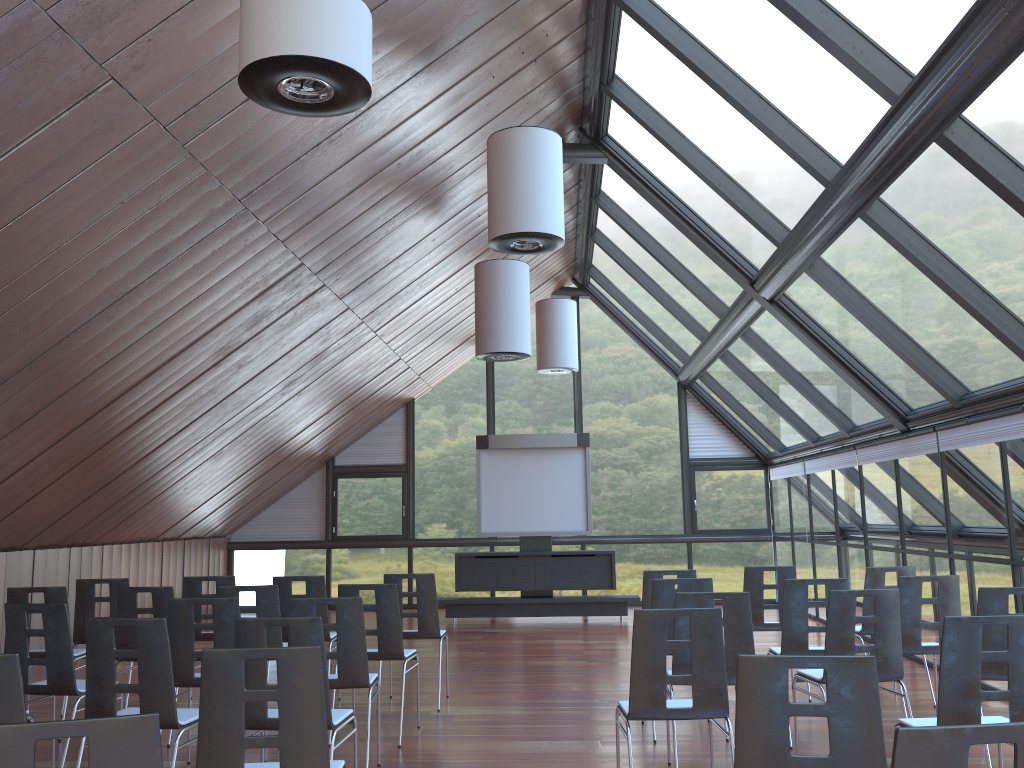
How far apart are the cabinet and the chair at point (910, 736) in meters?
12.3 m

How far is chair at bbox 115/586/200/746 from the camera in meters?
7.0

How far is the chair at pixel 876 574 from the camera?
7.75m

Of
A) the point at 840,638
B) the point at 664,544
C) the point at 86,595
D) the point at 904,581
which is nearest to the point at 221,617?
the point at 86,595

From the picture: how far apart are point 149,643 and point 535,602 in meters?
10.0

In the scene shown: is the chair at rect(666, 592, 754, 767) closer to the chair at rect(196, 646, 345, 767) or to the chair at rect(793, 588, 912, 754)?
the chair at rect(793, 588, 912, 754)

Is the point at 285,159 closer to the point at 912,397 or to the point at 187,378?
the point at 187,378

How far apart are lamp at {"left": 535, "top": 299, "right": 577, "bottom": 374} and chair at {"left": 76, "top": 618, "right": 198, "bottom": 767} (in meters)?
9.53

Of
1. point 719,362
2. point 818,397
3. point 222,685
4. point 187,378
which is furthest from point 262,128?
point 719,362

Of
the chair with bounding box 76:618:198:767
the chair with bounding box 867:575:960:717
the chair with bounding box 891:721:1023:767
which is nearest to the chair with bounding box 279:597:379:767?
the chair with bounding box 76:618:198:767
